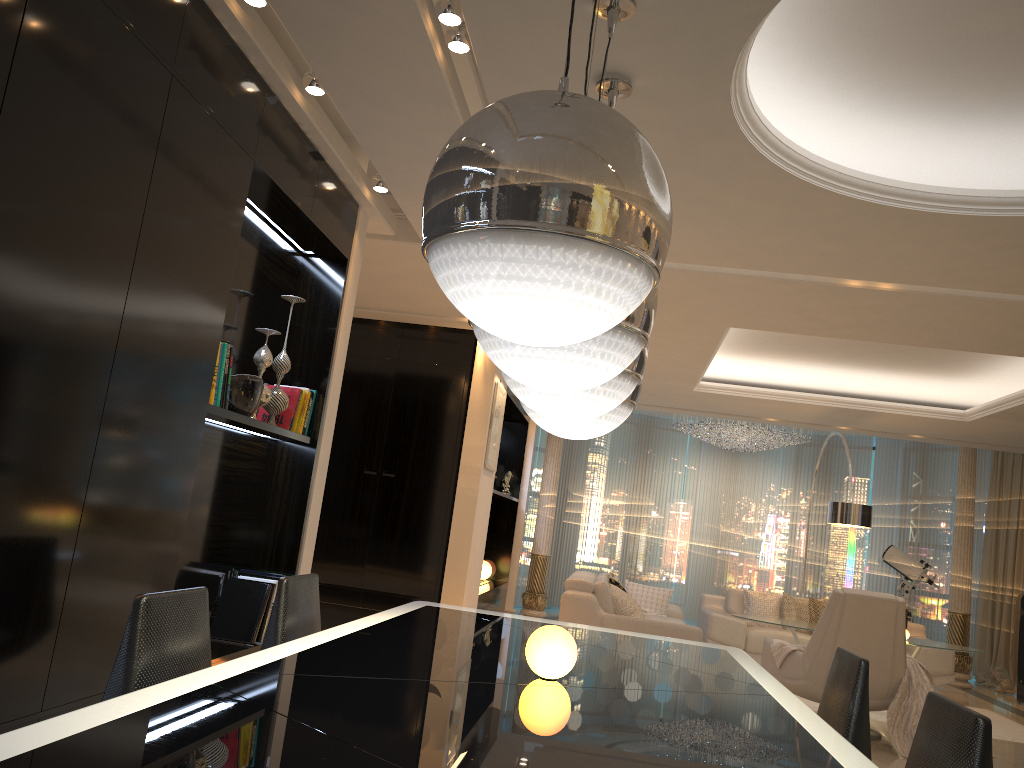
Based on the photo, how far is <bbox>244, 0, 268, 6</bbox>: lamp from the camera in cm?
289

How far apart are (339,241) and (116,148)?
1.89m

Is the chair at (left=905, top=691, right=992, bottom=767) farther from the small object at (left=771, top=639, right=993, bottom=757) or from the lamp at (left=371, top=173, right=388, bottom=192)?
the small object at (left=771, top=639, right=993, bottom=757)

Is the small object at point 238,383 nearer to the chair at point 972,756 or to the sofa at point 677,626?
the chair at point 972,756

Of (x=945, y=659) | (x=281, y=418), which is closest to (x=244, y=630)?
(x=281, y=418)

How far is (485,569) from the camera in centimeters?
1004cm

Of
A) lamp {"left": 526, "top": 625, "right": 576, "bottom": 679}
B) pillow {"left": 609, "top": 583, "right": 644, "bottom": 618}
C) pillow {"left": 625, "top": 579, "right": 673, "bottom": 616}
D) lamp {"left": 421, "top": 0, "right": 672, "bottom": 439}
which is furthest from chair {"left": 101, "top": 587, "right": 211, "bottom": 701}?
pillow {"left": 625, "top": 579, "right": 673, "bottom": 616}

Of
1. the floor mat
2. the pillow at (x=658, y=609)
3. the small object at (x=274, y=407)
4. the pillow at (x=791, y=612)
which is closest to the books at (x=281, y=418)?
the small object at (x=274, y=407)

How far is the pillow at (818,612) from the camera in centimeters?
907cm

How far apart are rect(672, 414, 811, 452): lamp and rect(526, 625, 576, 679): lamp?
9.6 meters
